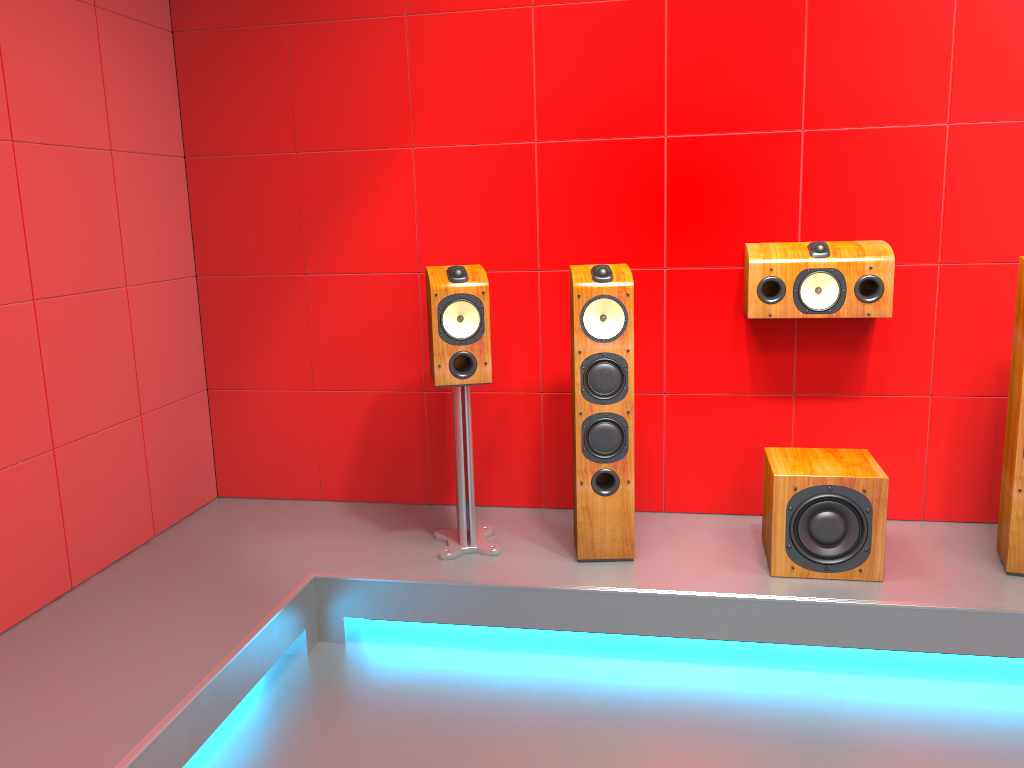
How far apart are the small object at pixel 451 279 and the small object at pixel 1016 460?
1.7 meters

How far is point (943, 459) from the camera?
3.4 meters

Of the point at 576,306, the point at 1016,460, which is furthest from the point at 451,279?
the point at 1016,460

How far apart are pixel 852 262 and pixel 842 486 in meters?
0.8

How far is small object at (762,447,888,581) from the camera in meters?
2.9 m

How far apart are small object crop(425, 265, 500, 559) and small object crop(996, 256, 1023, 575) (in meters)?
1.73

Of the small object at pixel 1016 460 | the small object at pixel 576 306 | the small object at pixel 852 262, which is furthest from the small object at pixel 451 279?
the small object at pixel 1016 460

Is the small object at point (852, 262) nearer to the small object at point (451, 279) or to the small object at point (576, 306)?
the small object at point (576, 306)

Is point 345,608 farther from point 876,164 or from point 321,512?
point 876,164

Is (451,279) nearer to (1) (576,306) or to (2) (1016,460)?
(1) (576,306)
